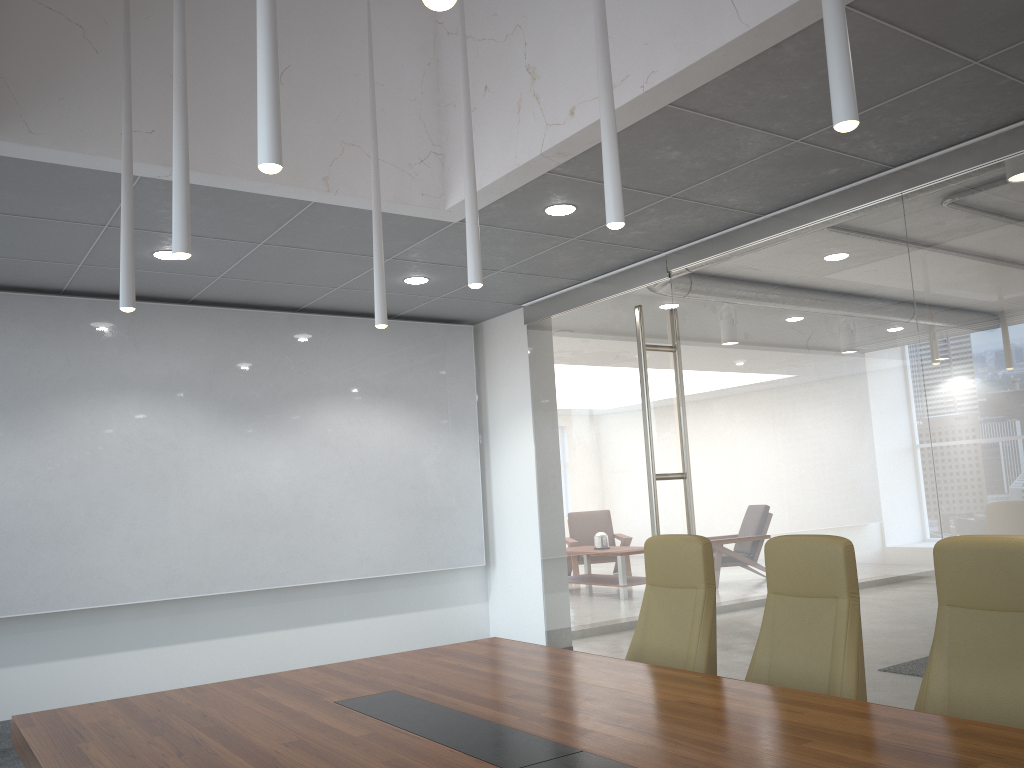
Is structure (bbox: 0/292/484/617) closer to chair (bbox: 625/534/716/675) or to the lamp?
the lamp

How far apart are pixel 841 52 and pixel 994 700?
2.23m

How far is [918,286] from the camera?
5.3m

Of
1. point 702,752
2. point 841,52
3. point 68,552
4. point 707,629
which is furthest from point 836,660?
point 68,552

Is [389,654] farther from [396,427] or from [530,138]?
[396,427]

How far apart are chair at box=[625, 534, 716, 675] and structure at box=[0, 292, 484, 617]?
4.16m

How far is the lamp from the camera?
2.5m

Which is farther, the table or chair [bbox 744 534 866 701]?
chair [bbox 744 534 866 701]

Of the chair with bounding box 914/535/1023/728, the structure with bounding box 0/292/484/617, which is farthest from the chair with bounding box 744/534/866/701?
the structure with bounding box 0/292/484/617

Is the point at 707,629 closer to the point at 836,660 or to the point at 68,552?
the point at 836,660
